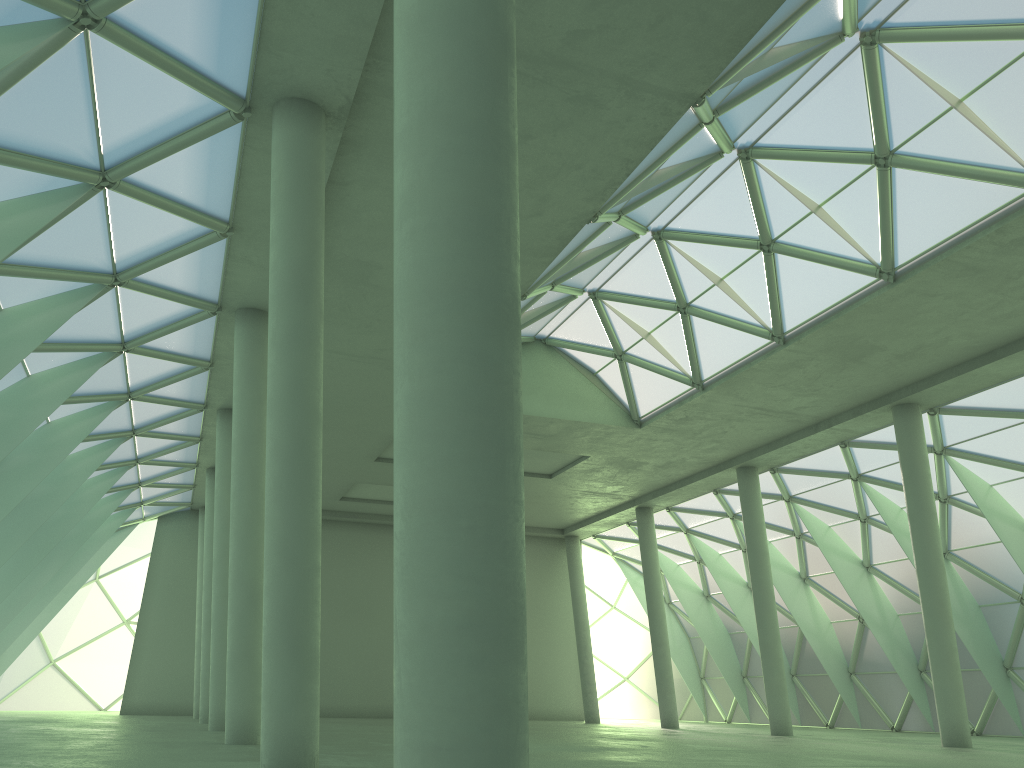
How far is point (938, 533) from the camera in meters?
33.5
